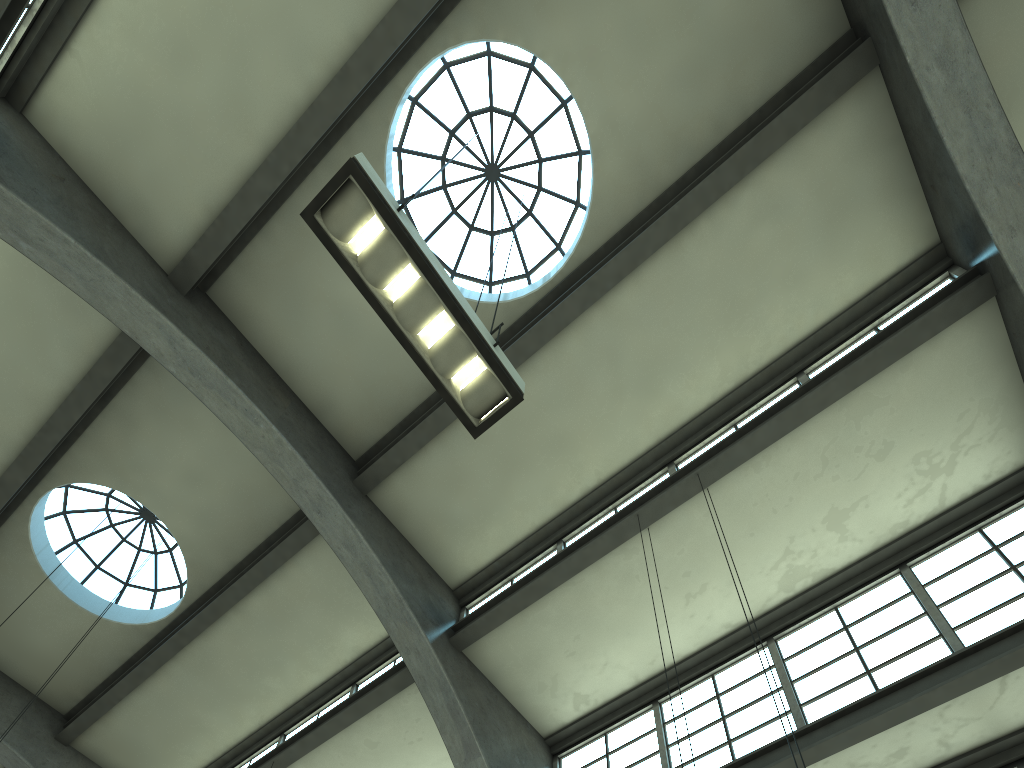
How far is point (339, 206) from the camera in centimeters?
521cm

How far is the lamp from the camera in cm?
521

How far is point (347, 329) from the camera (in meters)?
12.04

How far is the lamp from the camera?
5.2m

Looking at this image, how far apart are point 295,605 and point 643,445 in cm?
603
